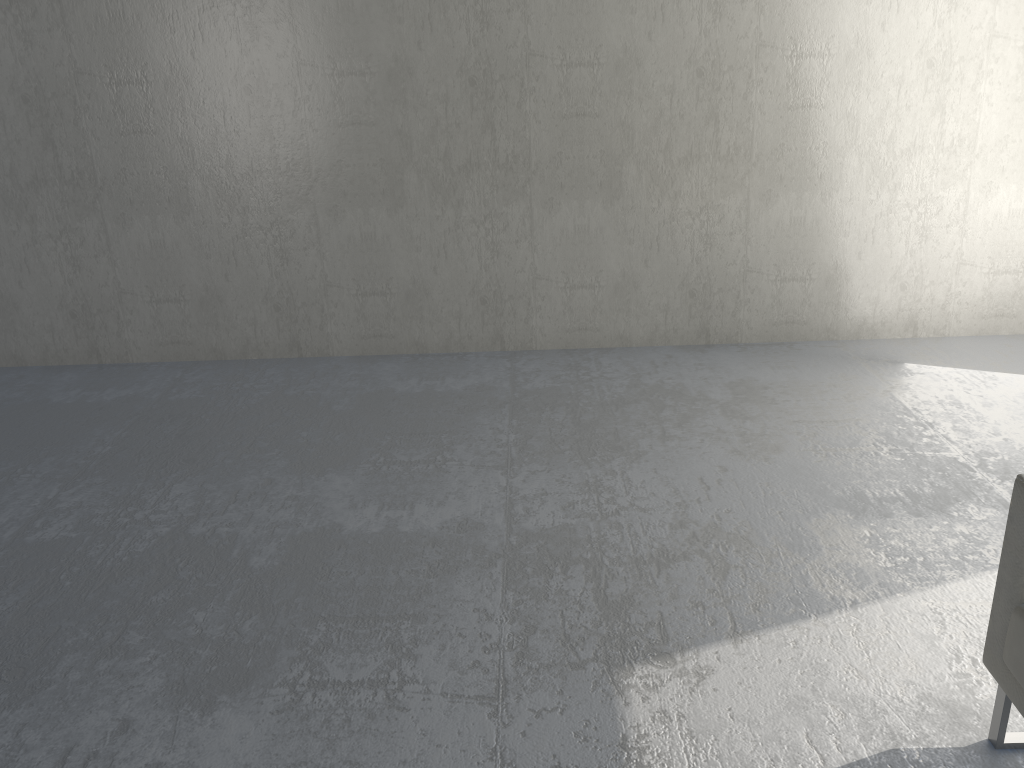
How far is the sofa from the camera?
1.7m

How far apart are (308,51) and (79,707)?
→ 2.9m

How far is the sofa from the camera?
1.68m

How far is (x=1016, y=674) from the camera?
1.7m
